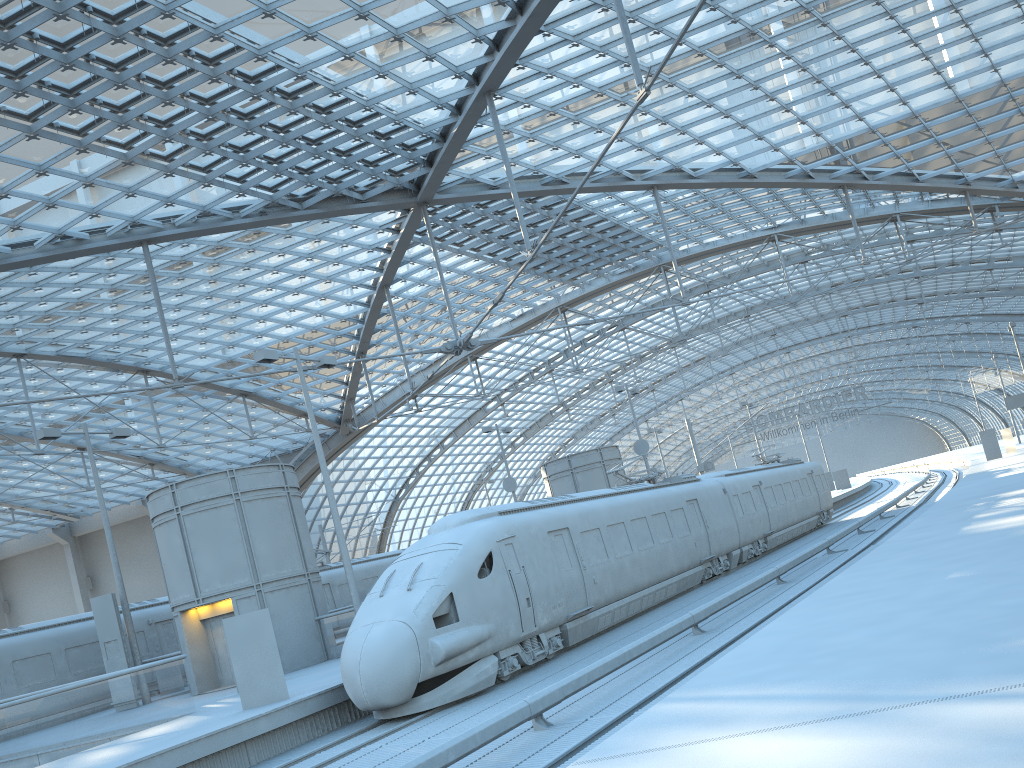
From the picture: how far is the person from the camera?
15.2m

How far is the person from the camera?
15.2m

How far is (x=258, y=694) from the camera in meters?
15.2 m

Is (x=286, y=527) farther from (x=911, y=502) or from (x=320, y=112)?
(x=911, y=502)
